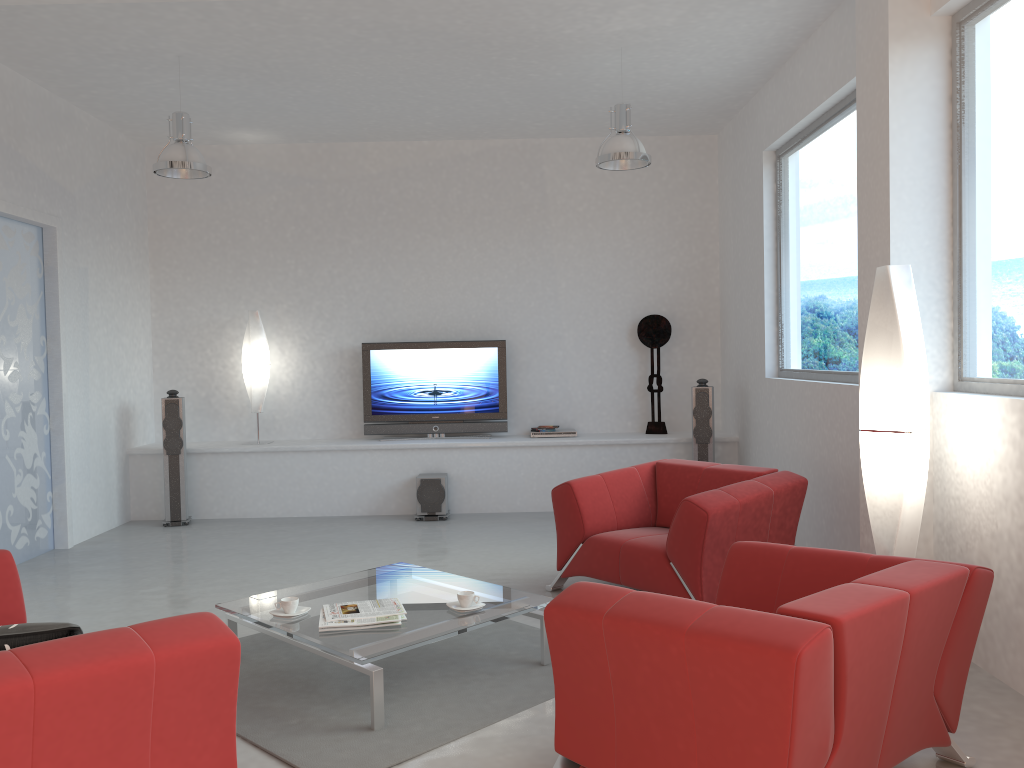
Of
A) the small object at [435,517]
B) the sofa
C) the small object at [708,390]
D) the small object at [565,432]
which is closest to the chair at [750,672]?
the sofa

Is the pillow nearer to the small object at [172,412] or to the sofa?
the sofa

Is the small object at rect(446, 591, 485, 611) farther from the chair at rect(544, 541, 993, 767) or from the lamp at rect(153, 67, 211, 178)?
the lamp at rect(153, 67, 211, 178)

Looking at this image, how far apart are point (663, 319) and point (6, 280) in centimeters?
540cm

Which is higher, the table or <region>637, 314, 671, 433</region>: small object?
<region>637, 314, 671, 433</region>: small object

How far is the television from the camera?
8.3 meters

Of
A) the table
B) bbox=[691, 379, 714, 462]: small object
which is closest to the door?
the table

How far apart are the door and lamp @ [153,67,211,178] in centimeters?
109cm

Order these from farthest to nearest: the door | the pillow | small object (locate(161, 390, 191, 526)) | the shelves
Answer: the shelves < small object (locate(161, 390, 191, 526)) < the door < the pillow

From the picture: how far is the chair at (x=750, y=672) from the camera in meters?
2.2
